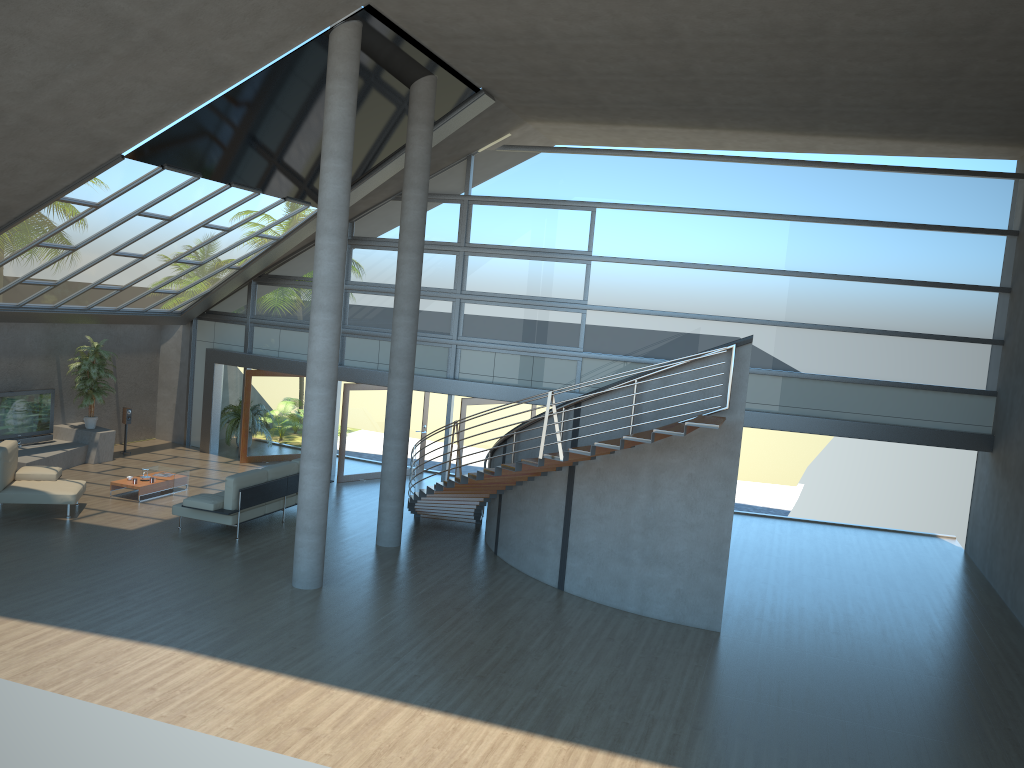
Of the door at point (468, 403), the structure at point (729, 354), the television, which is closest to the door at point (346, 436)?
the door at point (468, 403)

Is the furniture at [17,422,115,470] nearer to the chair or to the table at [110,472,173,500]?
the chair

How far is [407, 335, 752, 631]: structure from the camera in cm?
1061

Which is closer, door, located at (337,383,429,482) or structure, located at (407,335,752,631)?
structure, located at (407,335,752,631)

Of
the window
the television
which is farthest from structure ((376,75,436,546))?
the television

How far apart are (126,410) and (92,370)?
1.4m

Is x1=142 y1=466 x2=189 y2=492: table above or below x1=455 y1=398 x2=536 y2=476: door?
below

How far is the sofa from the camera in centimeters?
1289cm

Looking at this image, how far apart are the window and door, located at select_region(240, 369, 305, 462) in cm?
48

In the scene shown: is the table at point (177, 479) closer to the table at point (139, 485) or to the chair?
the table at point (139, 485)
